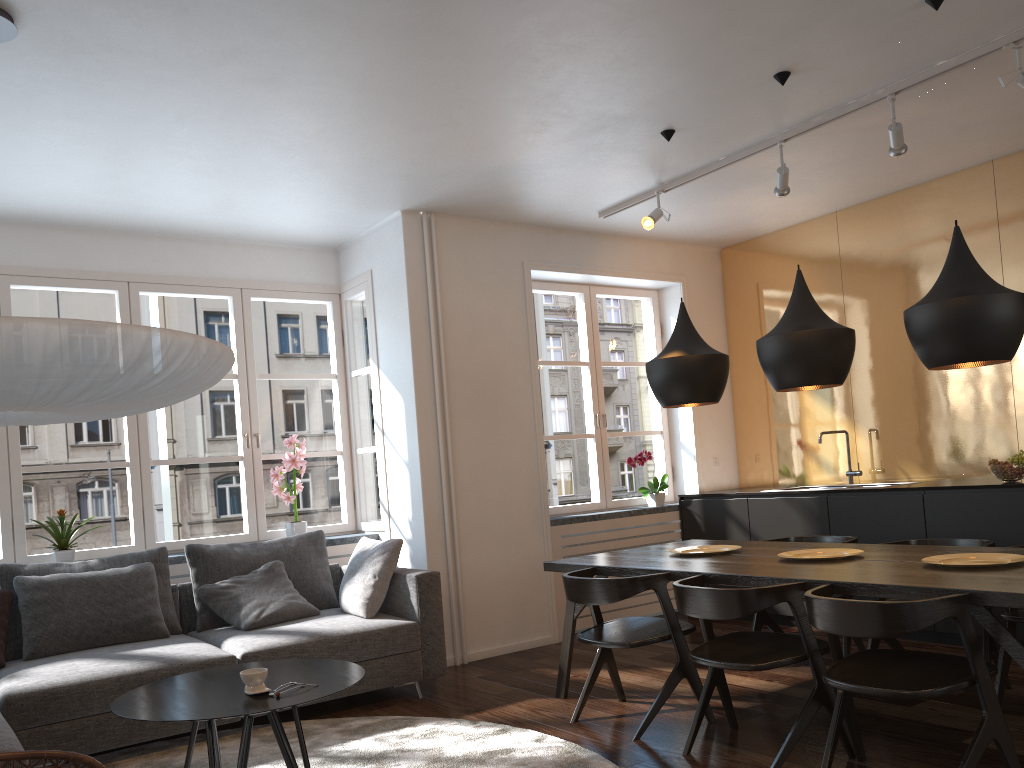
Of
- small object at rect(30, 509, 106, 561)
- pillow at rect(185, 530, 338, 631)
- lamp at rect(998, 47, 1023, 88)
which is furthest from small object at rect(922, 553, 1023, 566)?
small object at rect(30, 509, 106, 561)

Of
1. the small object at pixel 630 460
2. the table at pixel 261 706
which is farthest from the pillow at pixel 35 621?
the small object at pixel 630 460

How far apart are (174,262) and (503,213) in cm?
211

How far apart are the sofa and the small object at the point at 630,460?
2.2m

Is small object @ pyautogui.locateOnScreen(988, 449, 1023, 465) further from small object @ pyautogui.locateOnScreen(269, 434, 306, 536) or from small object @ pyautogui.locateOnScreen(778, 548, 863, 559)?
small object @ pyautogui.locateOnScreen(269, 434, 306, 536)

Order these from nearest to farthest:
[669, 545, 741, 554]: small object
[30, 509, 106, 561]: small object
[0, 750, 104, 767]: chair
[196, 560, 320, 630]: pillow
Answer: [0, 750, 104, 767]: chair → [669, 545, 741, 554]: small object → [196, 560, 320, 630]: pillow → [30, 509, 106, 561]: small object

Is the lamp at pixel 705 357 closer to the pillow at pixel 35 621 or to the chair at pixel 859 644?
the chair at pixel 859 644

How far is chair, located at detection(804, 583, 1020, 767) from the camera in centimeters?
262cm

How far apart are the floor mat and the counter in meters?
3.0 m

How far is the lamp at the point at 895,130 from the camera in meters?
4.2 m
